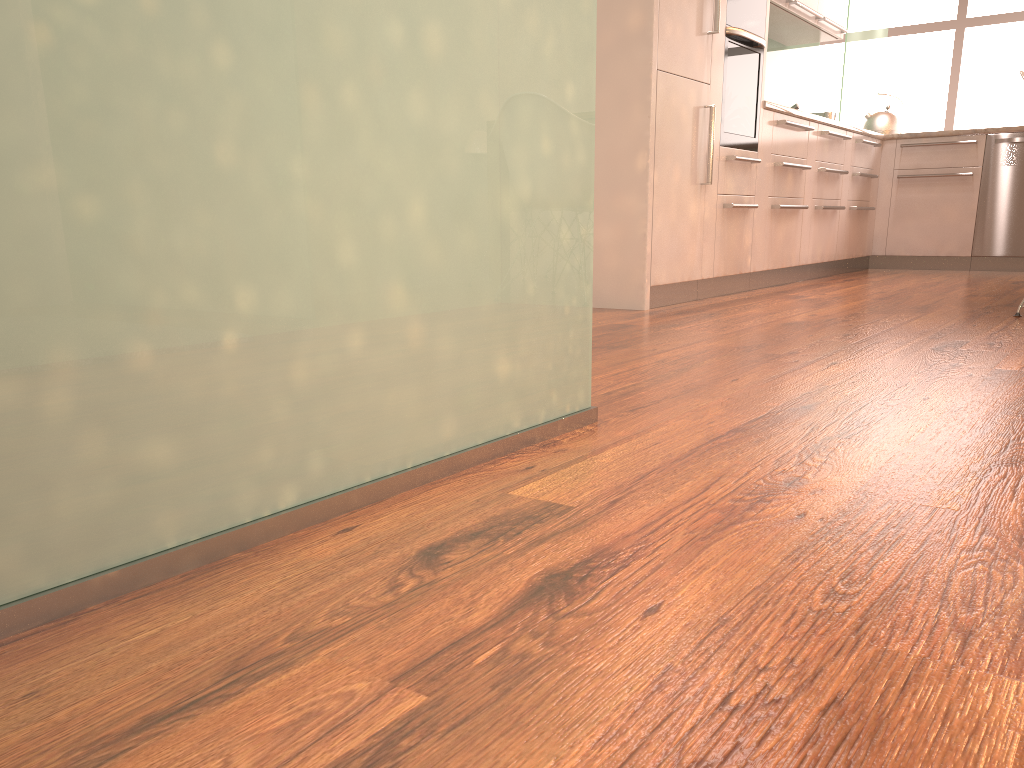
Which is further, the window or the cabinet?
the window

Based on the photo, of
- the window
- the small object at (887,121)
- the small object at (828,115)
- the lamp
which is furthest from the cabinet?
the window

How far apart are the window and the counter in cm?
517

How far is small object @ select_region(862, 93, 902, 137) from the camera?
6.4m

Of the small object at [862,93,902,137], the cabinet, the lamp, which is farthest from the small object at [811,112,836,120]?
the lamp

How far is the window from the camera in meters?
10.1

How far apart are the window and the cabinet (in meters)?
4.43

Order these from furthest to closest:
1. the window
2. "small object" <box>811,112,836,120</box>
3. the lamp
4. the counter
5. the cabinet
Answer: the window
"small object" <box>811,112,836,120</box>
the counter
the cabinet
the lamp

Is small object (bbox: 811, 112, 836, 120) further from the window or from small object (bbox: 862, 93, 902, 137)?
the window

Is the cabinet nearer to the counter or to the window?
the counter
